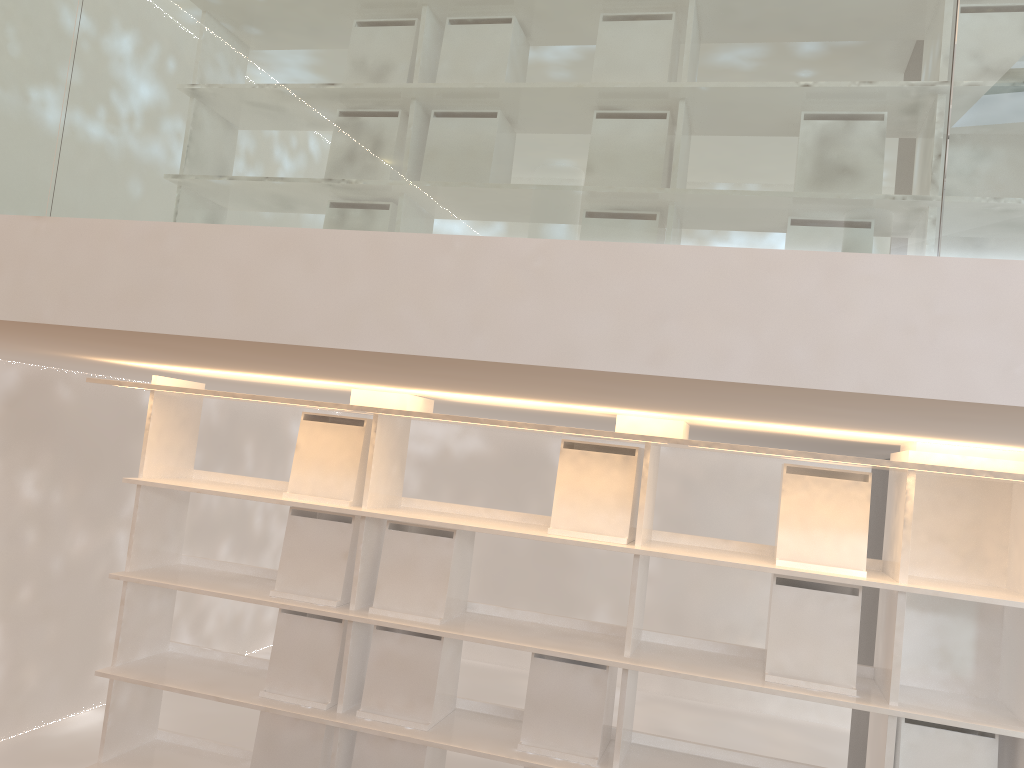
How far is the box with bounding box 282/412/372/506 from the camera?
3.0m

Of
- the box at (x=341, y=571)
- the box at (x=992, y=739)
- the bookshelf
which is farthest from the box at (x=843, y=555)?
the box at (x=341, y=571)

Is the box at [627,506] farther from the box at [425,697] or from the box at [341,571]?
the box at [341,571]

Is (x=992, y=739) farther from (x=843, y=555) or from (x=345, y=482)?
(x=345, y=482)

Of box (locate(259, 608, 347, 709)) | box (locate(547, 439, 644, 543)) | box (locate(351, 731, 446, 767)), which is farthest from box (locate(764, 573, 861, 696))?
box (locate(259, 608, 347, 709))

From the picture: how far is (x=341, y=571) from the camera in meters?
2.9 m

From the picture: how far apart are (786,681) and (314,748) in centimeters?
153cm

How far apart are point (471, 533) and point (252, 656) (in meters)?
1.00

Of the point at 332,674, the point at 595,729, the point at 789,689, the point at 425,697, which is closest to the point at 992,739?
the point at 789,689

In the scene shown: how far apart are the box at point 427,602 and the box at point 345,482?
0.1m
